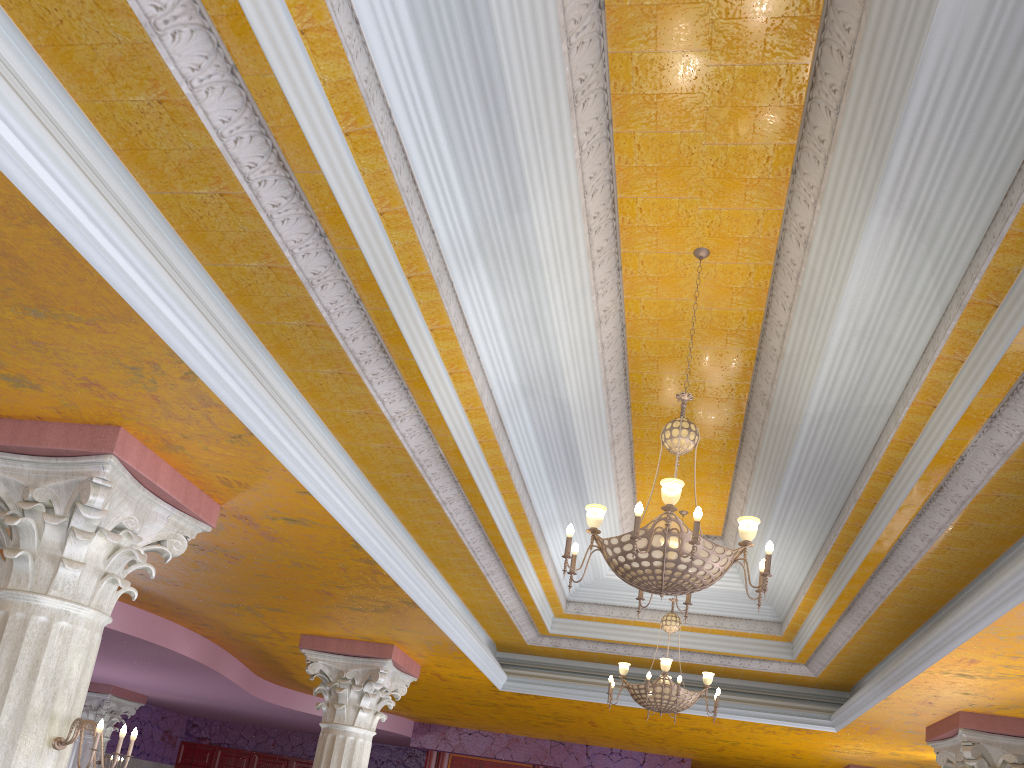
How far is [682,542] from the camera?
4.14m

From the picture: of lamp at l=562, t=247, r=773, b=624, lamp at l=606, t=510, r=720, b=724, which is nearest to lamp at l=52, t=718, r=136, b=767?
lamp at l=562, t=247, r=773, b=624

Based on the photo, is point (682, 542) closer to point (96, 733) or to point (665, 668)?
point (96, 733)

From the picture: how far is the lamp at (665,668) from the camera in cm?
751

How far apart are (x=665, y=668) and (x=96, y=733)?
4.84m

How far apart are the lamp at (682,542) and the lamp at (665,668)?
2.9 meters

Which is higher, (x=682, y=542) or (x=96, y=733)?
(x=682, y=542)

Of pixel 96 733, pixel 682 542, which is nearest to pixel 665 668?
pixel 682 542

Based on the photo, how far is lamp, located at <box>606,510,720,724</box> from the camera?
7.51m

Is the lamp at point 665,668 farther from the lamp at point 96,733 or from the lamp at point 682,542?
the lamp at point 96,733
